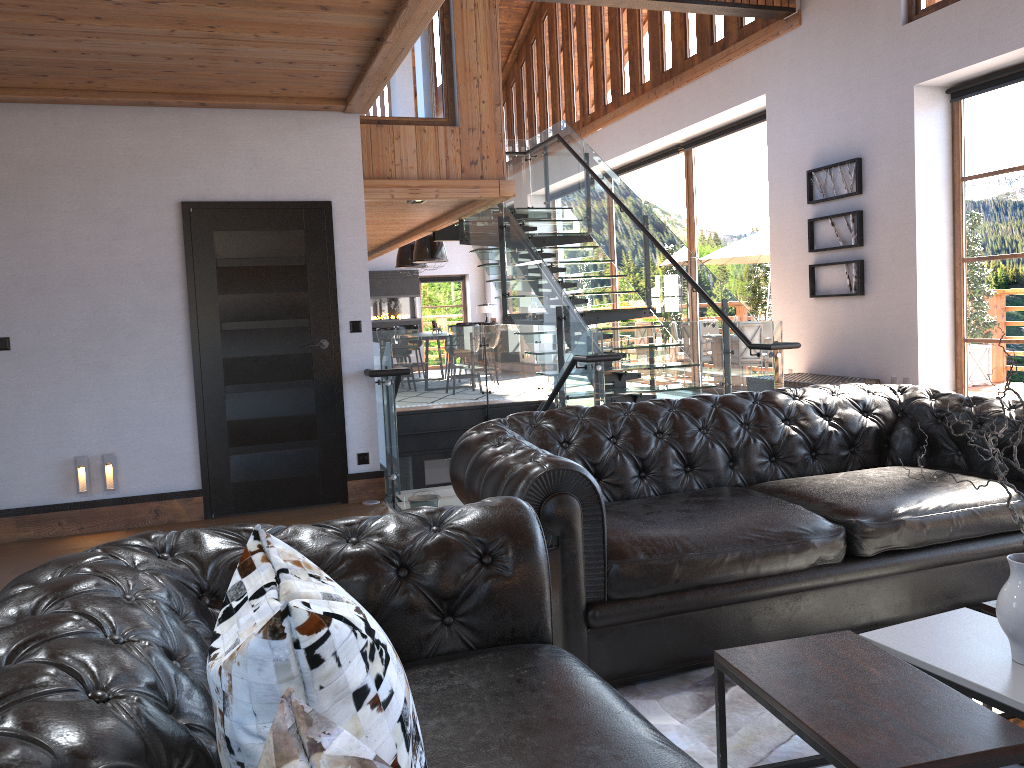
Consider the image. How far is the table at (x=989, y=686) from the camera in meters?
2.0

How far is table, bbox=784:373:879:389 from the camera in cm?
834

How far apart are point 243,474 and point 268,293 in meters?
1.2 m

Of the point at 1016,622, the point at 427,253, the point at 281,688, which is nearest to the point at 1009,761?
the point at 1016,622

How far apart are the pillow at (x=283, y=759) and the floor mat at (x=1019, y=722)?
2.47m

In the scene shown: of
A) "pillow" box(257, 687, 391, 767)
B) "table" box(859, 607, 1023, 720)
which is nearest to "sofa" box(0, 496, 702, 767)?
"pillow" box(257, 687, 391, 767)

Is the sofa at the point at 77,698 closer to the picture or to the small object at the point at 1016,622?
the small object at the point at 1016,622

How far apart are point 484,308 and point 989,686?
17.8m

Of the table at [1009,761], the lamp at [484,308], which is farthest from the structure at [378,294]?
the table at [1009,761]

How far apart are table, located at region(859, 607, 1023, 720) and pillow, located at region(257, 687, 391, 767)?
1.7 meters
